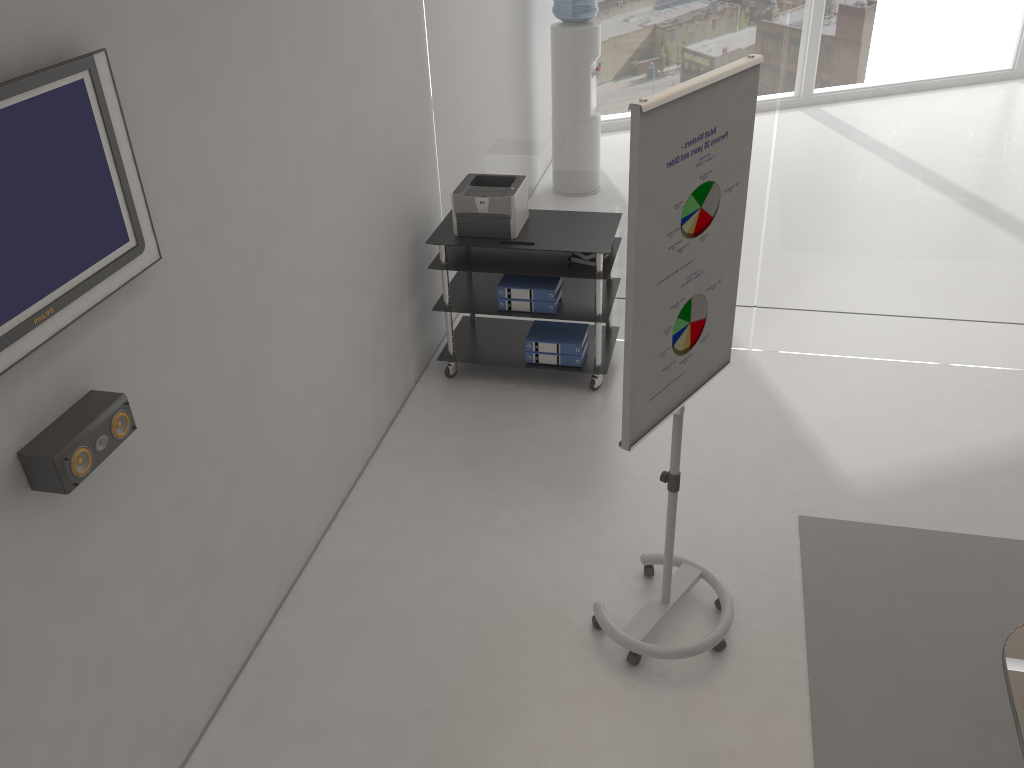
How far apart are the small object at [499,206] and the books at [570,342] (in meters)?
0.59

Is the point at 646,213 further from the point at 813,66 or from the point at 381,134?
the point at 813,66

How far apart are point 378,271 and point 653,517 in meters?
1.8 m

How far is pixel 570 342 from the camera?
4.90m

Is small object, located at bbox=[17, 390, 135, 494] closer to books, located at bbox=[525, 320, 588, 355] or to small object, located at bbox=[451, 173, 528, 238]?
small object, located at bbox=[451, 173, 528, 238]

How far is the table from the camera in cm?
227

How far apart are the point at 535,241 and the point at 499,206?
0.3 meters

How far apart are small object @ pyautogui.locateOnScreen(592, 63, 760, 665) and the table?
1.1m

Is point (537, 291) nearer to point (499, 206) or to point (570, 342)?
point (570, 342)

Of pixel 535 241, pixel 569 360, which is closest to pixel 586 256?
pixel 535 241
